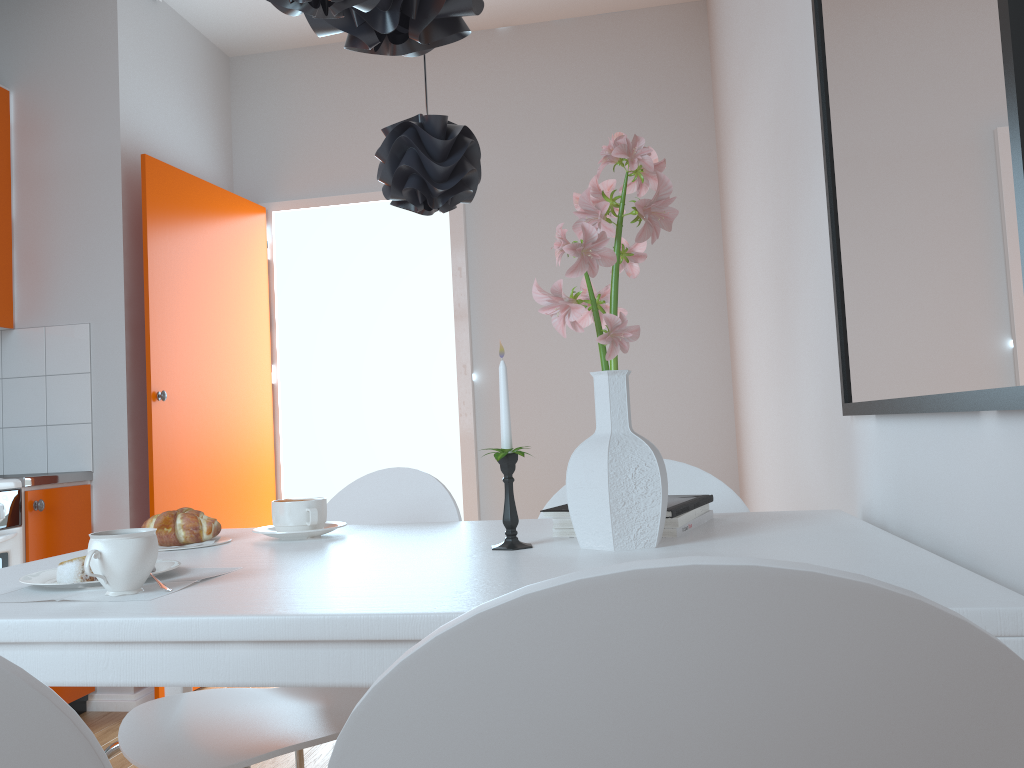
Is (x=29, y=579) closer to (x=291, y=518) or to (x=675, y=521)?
(x=291, y=518)

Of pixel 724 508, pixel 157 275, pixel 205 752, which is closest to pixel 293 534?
pixel 205 752

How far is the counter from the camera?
2.9 meters

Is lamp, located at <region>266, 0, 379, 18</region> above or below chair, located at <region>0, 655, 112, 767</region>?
above

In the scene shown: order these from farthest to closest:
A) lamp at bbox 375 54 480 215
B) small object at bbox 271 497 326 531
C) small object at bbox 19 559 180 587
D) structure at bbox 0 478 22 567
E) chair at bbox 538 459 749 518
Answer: structure at bbox 0 478 22 567 < chair at bbox 538 459 749 518 < small object at bbox 271 497 326 531 < lamp at bbox 375 54 480 215 < small object at bbox 19 559 180 587

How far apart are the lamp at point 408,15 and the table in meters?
0.7 m

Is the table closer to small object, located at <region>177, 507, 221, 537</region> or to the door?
small object, located at <region>177, 507, 221, 537</region>

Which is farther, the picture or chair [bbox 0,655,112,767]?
the picture

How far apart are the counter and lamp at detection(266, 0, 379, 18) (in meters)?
2.40

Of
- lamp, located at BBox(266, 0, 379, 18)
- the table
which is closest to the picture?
the table
